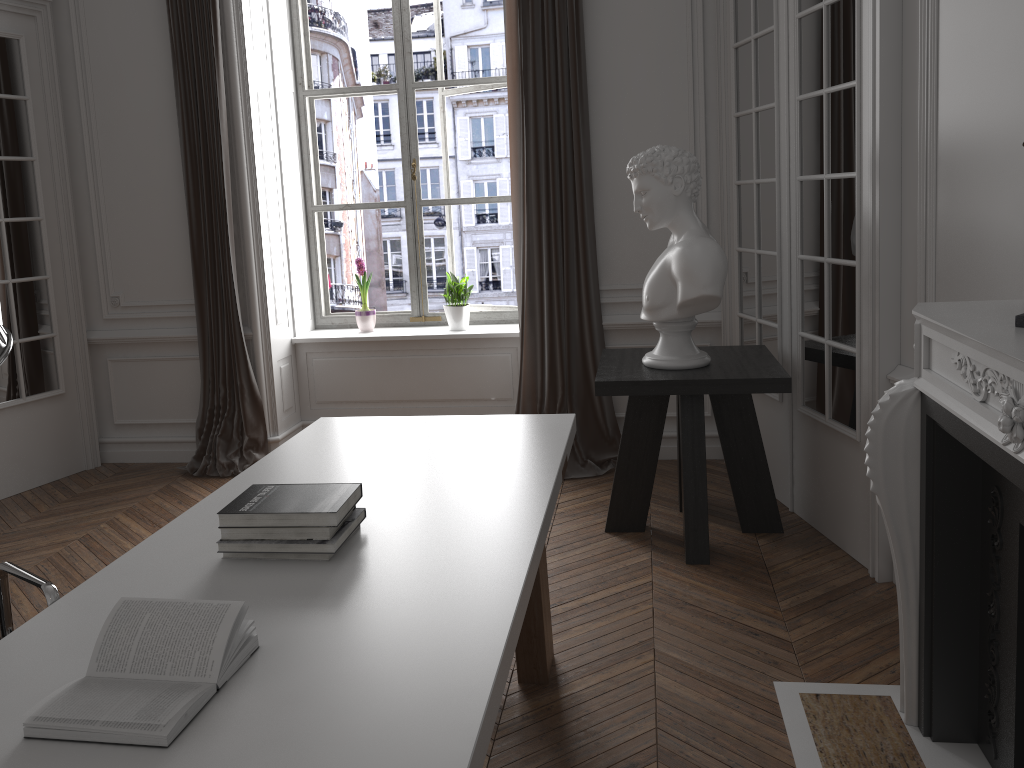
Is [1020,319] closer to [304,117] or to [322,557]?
[322,557]

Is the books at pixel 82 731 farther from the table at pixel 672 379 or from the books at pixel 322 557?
the table at pixel 672 379

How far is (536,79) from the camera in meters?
4.5

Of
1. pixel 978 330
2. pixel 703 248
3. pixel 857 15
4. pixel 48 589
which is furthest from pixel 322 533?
pixel 857 15

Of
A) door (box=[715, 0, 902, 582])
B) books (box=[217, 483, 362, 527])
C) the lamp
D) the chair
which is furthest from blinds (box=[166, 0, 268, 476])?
the lamp

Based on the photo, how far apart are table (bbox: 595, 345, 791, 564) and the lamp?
2.8m

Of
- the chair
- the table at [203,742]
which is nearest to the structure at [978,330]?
the table at [203,742]

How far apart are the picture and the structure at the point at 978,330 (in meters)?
3.34

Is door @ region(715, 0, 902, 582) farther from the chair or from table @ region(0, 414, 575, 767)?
the chair

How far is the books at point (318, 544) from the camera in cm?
185
